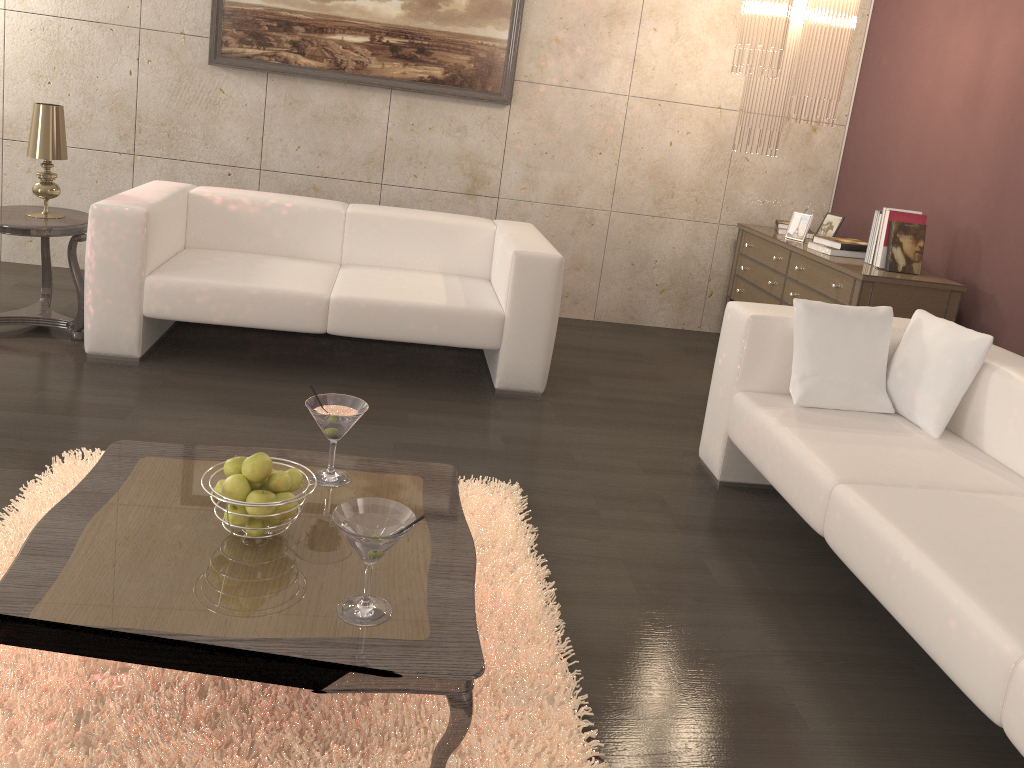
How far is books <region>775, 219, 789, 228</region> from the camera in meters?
5.1

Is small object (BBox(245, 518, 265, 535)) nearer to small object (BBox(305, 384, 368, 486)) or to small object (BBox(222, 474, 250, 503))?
small object (BBox(222, 474, 250, 503))

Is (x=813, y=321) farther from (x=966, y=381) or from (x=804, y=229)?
(x=804, y=229)

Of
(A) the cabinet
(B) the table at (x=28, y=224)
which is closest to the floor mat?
(B) the table at (x=28, y=224)

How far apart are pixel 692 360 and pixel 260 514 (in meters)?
3.52

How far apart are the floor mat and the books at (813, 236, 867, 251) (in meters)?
2.39

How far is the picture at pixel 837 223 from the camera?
4.8 meters

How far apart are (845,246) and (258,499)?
3.5m

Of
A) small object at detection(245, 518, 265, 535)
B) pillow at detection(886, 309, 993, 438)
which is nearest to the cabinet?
pillow at detection(886, 309, 993, 438)

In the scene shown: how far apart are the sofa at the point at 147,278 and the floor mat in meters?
1.0 m
